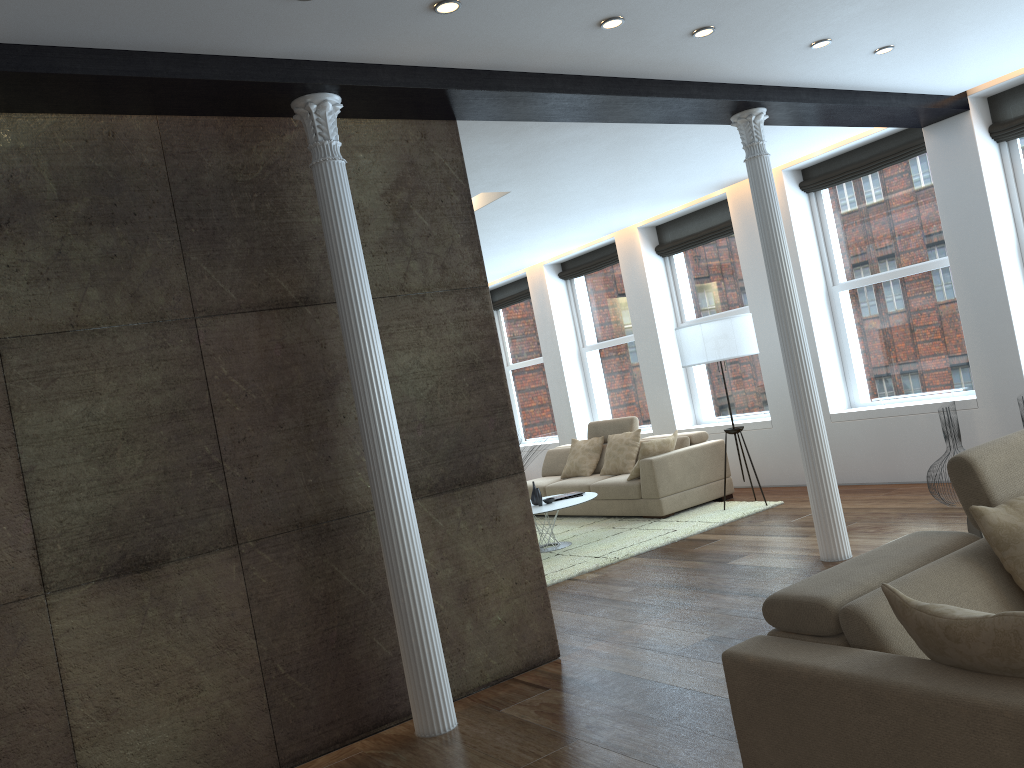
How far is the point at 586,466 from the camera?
9.6m

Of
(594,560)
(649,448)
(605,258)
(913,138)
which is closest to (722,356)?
(649,448)

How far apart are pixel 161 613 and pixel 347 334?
1.40m

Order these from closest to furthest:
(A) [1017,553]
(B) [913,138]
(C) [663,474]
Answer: (A) [1017,553] → (B) [913,138] → (C) [663,474]

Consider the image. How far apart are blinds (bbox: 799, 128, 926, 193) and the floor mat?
3.0m

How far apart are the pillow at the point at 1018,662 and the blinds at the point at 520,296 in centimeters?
1025cm

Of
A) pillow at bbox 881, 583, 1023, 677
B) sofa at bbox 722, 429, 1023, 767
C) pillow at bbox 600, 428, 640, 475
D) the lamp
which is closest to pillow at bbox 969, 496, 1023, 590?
sofa at bbox 722, 429, 1023, 767

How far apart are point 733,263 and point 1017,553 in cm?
711

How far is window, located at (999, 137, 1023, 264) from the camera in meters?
6.9

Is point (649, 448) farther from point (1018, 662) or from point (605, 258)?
point (1018, 662)
